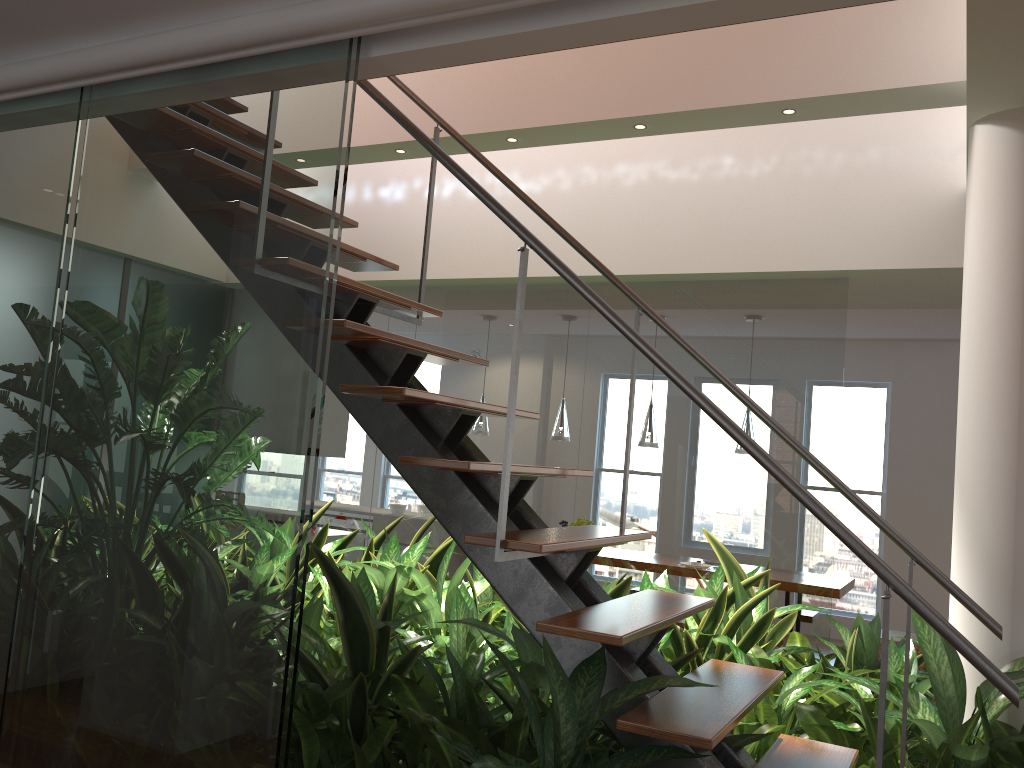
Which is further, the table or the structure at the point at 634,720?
the table

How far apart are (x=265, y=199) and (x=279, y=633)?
1.0 meters

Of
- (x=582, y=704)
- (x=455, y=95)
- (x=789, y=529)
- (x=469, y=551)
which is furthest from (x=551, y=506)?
(x=582, y=704)

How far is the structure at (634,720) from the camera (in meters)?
1.82

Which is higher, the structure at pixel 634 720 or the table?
the structure at pixel 634 720

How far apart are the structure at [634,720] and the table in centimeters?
367cm

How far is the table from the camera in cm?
574

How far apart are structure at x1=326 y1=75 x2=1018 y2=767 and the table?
3.7 meters

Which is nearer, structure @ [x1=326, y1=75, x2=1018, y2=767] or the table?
structure @ [x1=326, y1=75, x2=1018, y2=767]

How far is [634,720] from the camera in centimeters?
182cm
